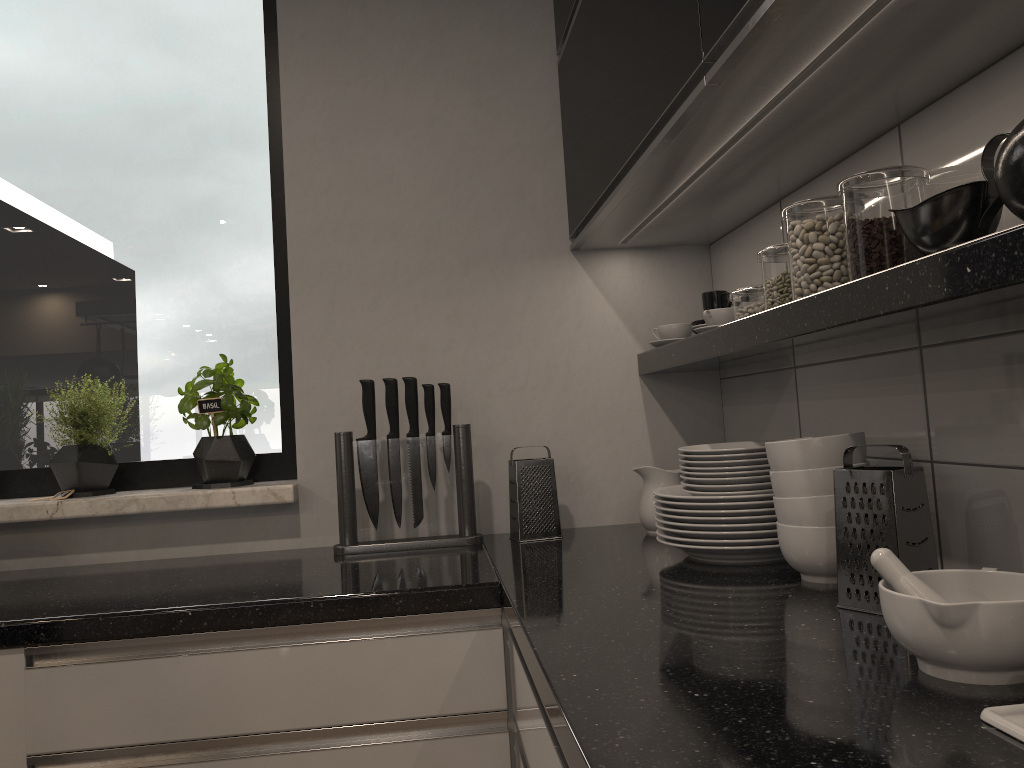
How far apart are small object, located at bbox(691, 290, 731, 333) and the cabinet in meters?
0.2 m

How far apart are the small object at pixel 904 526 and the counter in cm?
2

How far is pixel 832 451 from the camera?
1.25m

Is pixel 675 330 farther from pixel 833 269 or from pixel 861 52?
pixel 861 52

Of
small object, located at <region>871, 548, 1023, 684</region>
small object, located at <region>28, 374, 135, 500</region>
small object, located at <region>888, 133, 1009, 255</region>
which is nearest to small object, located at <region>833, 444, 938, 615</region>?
small object, located at <region>871, 548, 1023, 684</region>

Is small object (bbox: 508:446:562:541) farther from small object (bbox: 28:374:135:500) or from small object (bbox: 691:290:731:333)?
small object (bbox: 28:374:135:500)

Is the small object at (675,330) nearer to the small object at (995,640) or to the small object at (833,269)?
the small object at (833,269)

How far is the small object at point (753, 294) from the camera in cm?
161

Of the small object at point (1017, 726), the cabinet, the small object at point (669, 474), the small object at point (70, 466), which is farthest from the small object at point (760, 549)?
the small object at point (70, 466)

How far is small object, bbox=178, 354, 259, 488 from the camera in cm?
201
